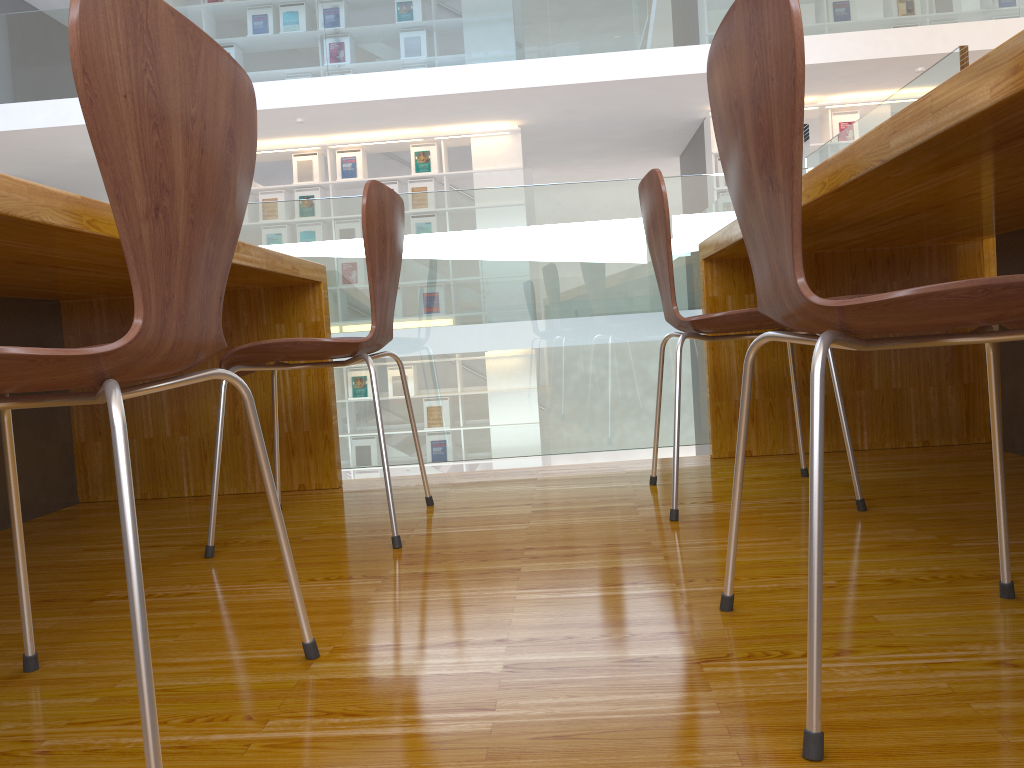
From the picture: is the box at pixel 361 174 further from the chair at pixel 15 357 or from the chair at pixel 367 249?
the chair at pixel 15 357

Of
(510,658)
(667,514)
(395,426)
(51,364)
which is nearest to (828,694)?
(510,658)

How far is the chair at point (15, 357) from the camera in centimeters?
70cm

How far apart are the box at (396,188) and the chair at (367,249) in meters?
6.6

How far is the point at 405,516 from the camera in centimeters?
195cm

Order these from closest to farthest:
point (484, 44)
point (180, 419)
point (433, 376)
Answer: point (180, 419)
point (433, 376)
point (484, 44)

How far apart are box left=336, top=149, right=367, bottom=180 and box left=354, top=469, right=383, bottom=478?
2.8 meters

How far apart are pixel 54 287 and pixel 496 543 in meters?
1.2

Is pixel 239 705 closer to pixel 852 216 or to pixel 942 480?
pixel 852 216

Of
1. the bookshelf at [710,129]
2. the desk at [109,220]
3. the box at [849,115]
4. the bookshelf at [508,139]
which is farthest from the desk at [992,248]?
the bookshelf at [508,139]
